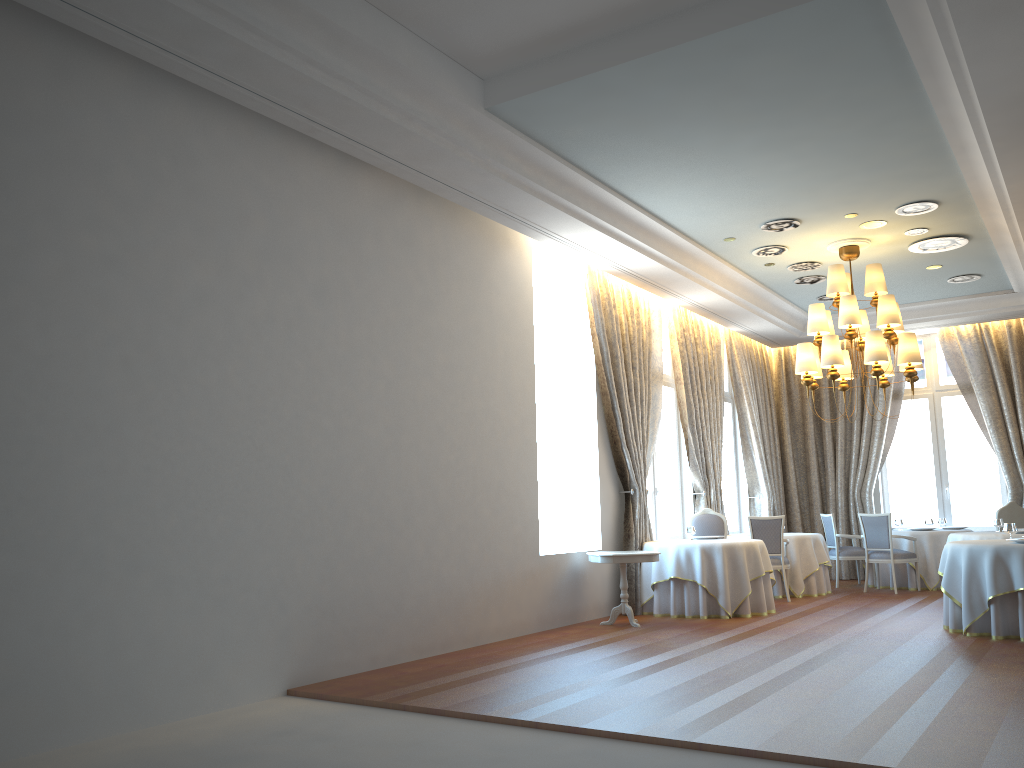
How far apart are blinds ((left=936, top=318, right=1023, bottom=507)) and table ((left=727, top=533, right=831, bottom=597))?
→ 3.3m

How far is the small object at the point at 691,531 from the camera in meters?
10.9 m

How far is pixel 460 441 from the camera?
8.3 meters

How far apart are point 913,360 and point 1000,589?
2.9 meters

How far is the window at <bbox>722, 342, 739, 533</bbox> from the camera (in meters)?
14.90

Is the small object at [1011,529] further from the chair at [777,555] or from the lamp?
the chair at [777,555]

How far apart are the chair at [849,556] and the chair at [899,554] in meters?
0.7 m

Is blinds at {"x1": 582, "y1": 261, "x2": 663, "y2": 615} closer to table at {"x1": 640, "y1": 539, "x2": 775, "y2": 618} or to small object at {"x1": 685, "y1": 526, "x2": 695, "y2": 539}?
table at {"x1": 640, "y1": 539, "x2": 775, "y2": 618}

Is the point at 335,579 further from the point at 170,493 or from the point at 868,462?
the point at 868,462

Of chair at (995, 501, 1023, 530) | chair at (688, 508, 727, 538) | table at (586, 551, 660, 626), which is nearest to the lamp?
chair at (688, 508, 727, 538)
